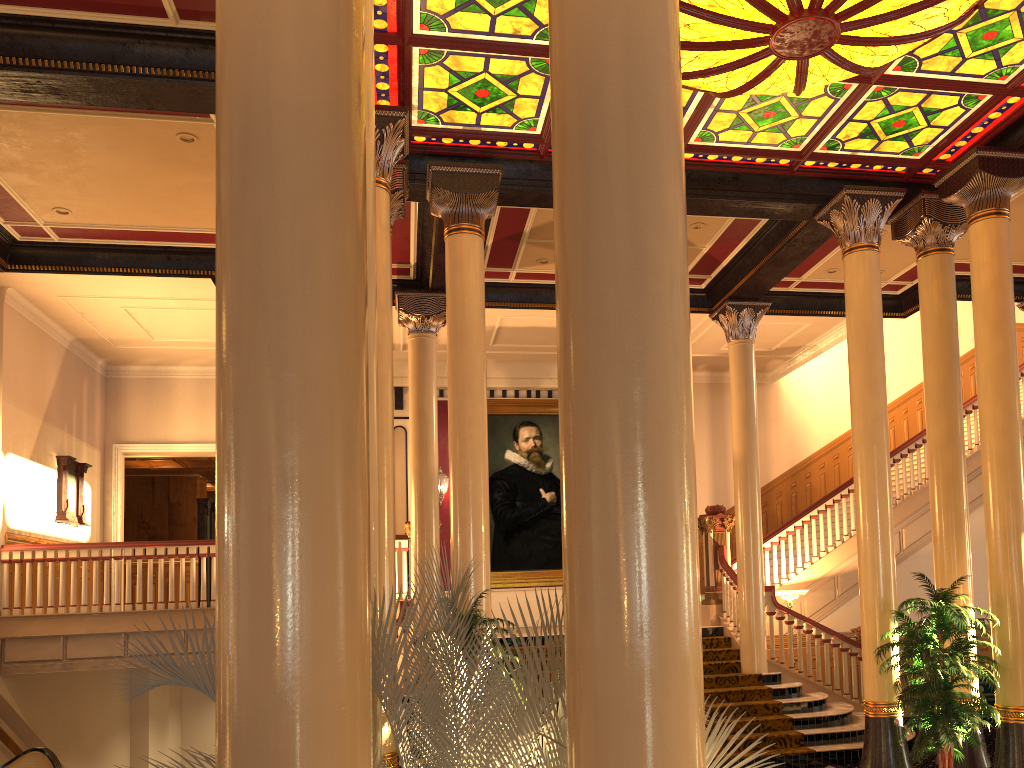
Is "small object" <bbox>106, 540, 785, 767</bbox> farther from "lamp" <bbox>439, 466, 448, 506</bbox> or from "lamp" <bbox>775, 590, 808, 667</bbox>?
"lamp" <bbox>439, 466, 448, 506</bbox>

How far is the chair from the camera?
7.5m

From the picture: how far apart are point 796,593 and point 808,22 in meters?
8.0

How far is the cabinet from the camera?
10.09m

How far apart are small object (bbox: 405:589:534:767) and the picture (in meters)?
8.76

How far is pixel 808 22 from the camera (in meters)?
5.71

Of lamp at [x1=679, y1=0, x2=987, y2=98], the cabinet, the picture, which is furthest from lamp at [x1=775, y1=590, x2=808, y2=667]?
lamp at [x1=679, y1=0, x2=987, y2=98]

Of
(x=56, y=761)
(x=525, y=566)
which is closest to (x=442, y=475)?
(x=525, y=566)

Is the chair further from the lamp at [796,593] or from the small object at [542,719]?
the lamp at [796,593]

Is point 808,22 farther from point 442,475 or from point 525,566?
point 525,566
